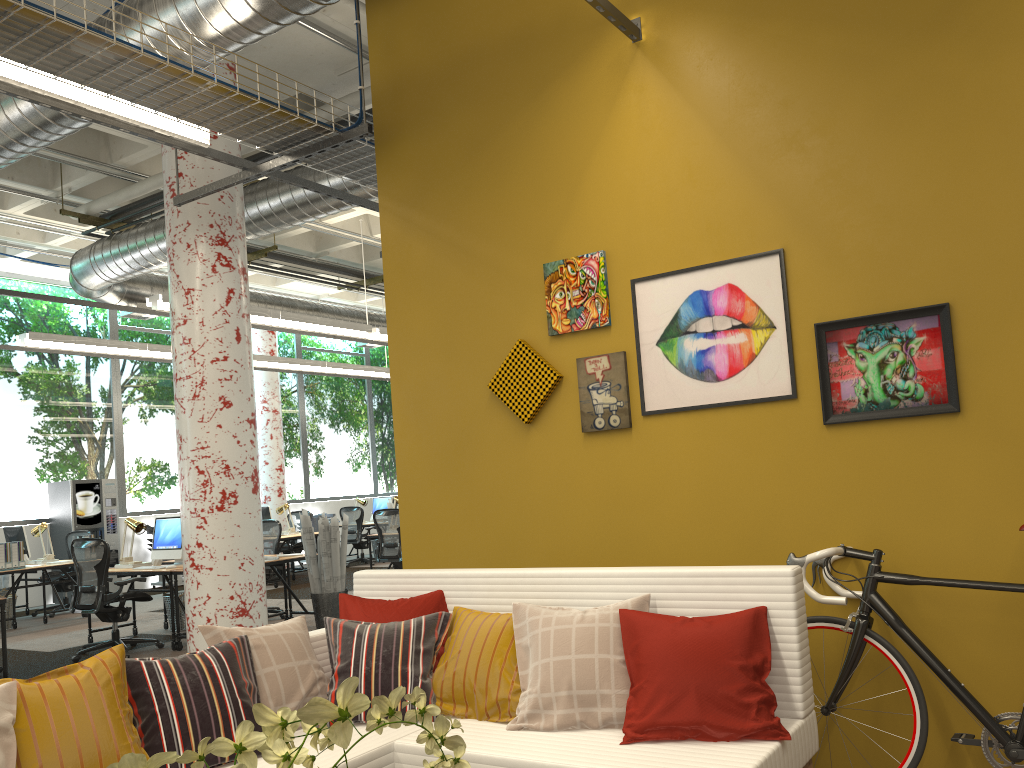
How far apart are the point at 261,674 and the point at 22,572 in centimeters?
830cm

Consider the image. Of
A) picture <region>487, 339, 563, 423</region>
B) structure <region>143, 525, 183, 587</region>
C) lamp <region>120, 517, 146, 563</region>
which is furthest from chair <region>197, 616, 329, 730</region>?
structure <region>143, 525, 183, 587</region>

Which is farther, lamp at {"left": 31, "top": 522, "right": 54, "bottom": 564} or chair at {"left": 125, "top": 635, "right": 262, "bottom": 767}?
lamp at {"left": 31, "top": 522, "right": 54, "bottom": 564}

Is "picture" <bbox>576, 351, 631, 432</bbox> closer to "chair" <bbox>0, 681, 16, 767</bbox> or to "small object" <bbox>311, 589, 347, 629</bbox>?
"chair" <bbox>0, 681, 16, 767</bbox>

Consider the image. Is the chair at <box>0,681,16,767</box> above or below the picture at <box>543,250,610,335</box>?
below

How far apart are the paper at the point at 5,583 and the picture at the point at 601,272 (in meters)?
10.64

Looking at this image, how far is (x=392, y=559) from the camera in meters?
11.0 m

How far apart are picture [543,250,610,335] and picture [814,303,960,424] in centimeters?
97cm

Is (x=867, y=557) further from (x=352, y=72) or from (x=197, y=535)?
(x=352, y=72)

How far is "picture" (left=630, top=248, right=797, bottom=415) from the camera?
3.75m
